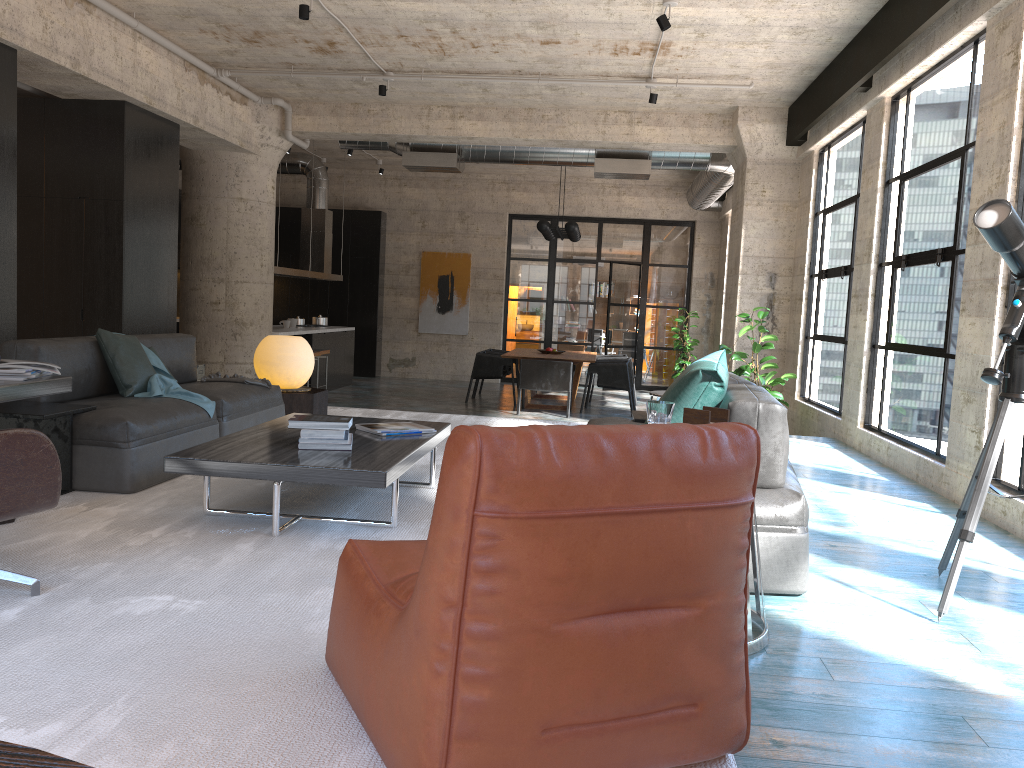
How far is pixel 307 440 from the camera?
3.8 meters

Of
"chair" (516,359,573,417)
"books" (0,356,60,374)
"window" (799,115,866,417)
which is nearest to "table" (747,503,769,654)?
"books" (0,356,60,374)

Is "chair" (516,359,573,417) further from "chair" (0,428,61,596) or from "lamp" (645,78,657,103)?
"chair" (0,428,61,596)

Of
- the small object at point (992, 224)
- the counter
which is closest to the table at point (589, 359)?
the counter

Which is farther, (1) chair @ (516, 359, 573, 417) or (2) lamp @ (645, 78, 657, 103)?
(1) chair @ (516, 359, 573, 417)

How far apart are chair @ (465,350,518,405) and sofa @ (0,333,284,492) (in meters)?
6.85

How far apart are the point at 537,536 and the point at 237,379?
4.58m

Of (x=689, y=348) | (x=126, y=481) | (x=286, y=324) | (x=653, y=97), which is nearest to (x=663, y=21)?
(x=653, y=97)

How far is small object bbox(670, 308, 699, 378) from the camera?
15.1m

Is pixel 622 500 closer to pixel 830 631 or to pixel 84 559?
pixel 830 631
